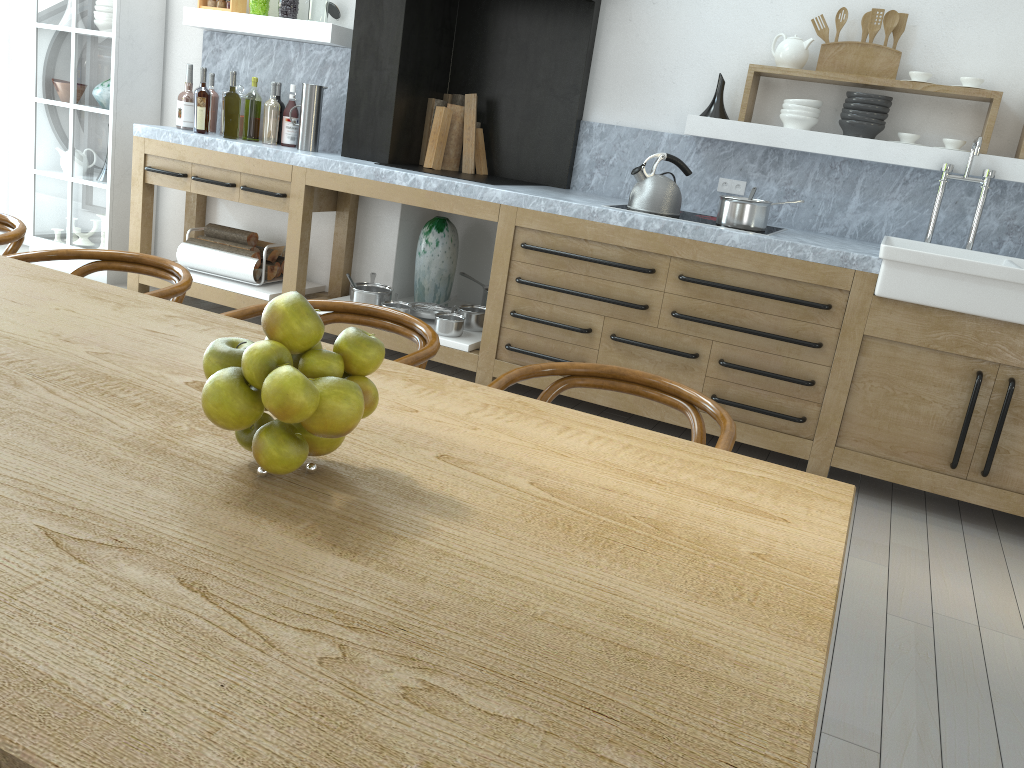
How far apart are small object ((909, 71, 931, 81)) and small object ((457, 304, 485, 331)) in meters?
2.3

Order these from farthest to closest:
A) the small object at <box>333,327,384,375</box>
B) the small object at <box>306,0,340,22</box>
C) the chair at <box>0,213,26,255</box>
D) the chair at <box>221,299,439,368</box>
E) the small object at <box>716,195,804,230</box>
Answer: the small object at <box>306,0,340,22</box> < the small object at <box>716,195,804,230</box> < the chair at <box>0,213,26,255</box> < the chair at <box>221,299,439,368</box> < the small object at <box>333,327,384,375</box>

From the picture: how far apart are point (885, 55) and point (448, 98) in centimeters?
220cm

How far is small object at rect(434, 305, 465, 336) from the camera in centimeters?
428cm

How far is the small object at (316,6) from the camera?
4.54m

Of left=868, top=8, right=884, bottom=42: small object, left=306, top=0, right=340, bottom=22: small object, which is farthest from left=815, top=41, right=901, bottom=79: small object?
left=306, top=0, right=340, bottom=22: small object

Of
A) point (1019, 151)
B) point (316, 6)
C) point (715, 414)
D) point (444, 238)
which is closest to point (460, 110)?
point (444, 238)

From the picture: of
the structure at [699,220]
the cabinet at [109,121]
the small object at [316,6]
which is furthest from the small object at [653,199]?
the cabinet at [109,121]

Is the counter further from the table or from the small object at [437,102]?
the table

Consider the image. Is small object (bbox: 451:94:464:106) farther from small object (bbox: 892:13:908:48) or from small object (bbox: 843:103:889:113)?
small object (bbox: 892:13:908:48)
